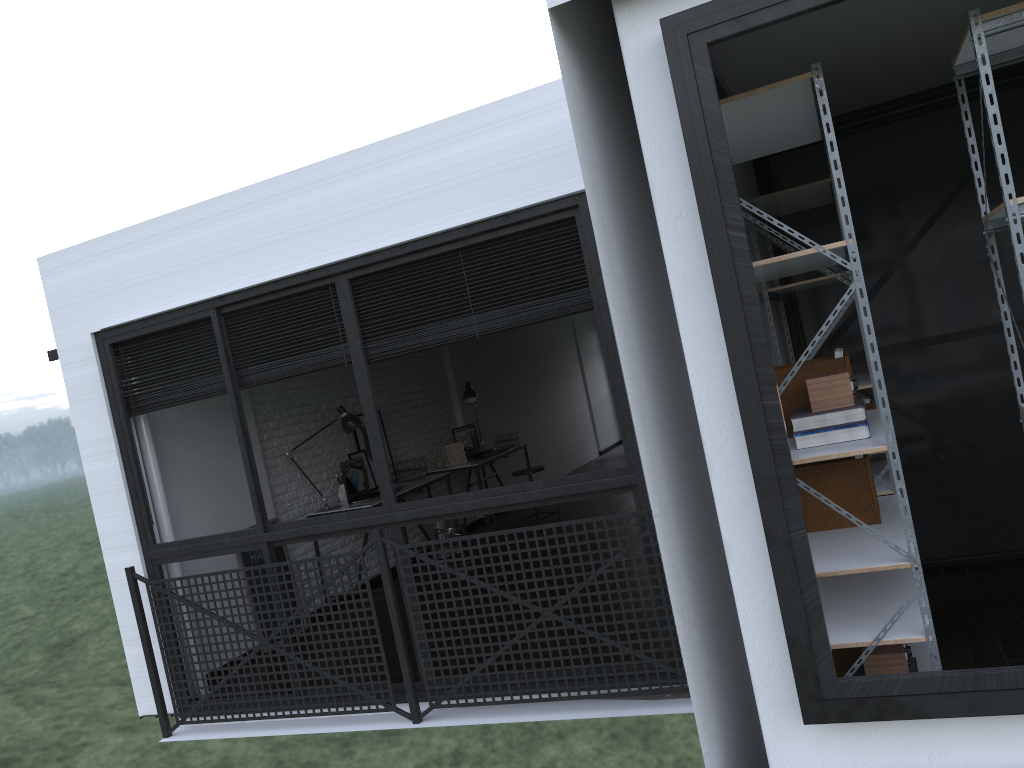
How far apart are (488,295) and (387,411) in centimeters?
283cm

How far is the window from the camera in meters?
3.6

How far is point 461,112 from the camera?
3.8m

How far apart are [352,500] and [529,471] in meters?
2.1 m

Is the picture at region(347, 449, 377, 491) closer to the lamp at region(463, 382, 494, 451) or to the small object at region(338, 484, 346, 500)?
the small object at region(338, 484, 346, 500)

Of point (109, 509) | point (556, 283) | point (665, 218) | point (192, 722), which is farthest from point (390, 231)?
point (192, 722)

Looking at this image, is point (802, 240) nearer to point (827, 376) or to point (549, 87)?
point (827, 376)

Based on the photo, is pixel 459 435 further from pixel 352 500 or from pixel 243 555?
pixel 243 555

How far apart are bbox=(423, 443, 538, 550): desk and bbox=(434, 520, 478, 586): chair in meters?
1.1 m

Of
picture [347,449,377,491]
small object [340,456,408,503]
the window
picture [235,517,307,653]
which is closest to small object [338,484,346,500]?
small object [340,456,408,503]
